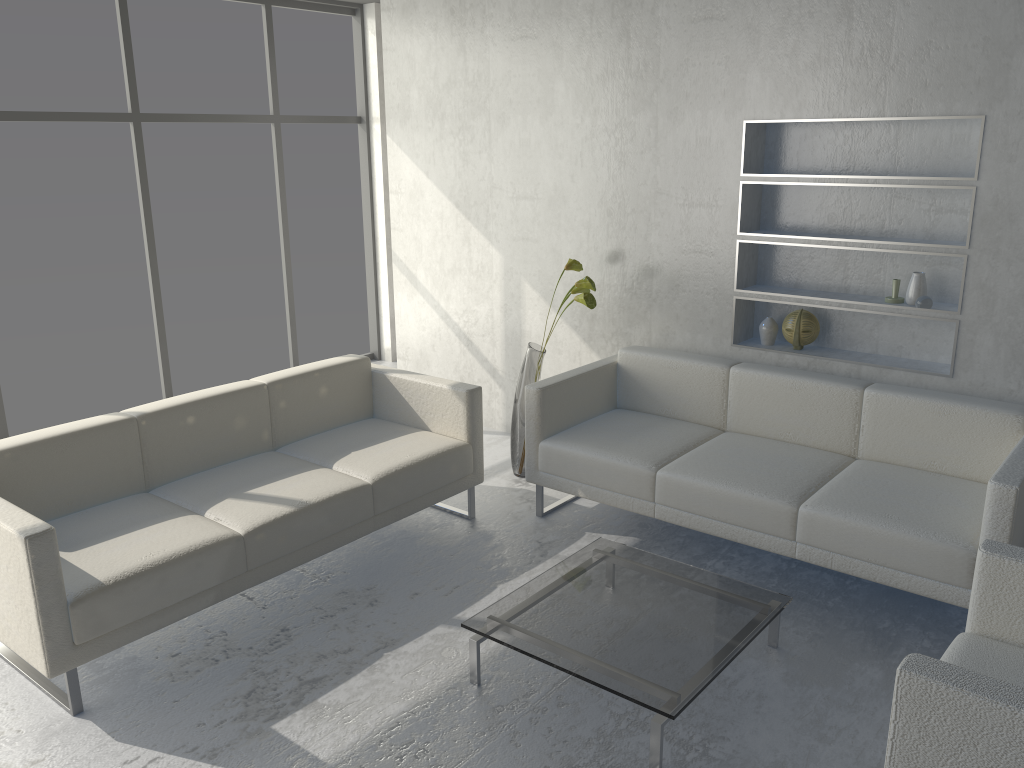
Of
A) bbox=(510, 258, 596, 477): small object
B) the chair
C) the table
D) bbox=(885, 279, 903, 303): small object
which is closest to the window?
bbox=(510, 258, 596, 477): small object

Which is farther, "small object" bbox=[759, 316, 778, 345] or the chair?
"small object" bbox=[759, 316, 778, 345]

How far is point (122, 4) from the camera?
4.8m

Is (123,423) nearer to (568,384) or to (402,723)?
(402,723)

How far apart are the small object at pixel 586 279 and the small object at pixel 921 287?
1.3 meters

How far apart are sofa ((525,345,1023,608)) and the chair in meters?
0.5 m

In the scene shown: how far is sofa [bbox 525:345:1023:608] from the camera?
2.9m

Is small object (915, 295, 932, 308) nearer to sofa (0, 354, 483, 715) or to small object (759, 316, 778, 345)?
small object (759, 316, 778, 345)

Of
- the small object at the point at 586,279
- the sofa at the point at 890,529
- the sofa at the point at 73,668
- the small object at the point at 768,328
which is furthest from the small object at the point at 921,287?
the sofa at the point at 73,668

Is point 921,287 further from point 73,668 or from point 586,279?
point 73,668
